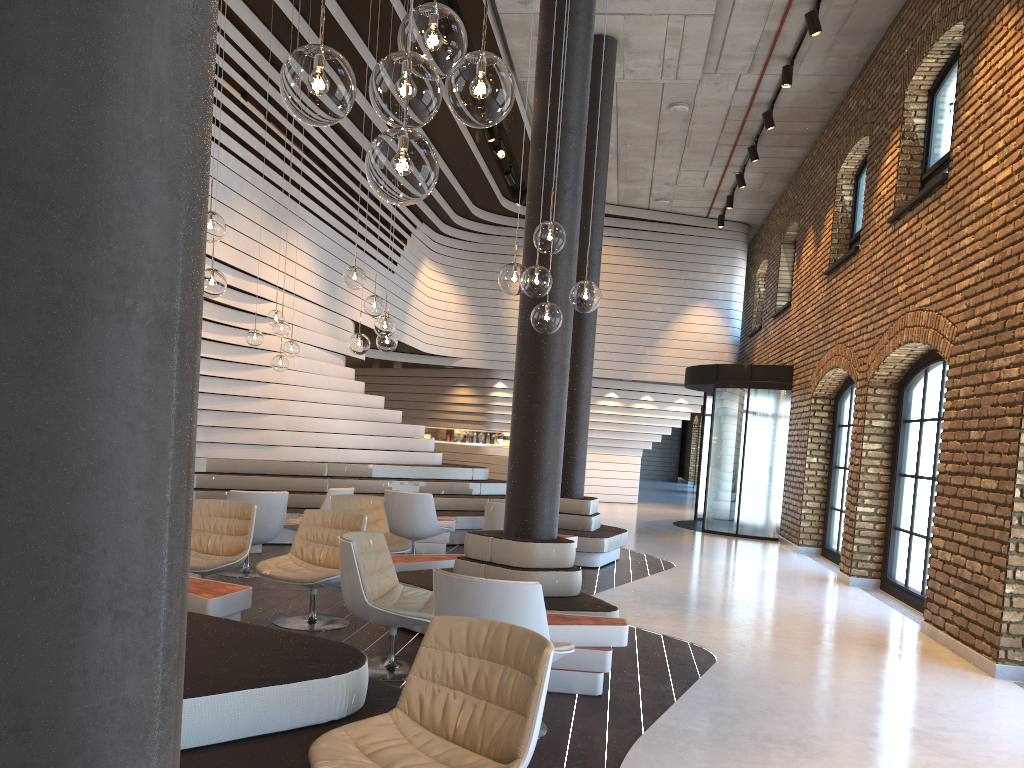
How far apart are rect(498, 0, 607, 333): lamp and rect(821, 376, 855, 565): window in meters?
8.0

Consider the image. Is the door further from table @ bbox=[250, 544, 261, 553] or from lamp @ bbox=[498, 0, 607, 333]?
lamp @ bbox=[498, 0, 607, 333]

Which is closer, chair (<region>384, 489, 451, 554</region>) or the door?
chair (<region>384, 489, 451, 554</region>)

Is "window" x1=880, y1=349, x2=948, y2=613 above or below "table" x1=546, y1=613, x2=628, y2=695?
above

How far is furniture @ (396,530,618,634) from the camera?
5.57m

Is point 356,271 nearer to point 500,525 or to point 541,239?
point 541,239

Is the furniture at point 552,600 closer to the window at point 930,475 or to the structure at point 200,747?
the structure at point 200,747

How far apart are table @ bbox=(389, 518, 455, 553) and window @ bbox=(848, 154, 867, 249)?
6.5m

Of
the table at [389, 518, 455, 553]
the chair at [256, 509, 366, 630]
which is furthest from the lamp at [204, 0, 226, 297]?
the table at [389, 518, 455, 553]

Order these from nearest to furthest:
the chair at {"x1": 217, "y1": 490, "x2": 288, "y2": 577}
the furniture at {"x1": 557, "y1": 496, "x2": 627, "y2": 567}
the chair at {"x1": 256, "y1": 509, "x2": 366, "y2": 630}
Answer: the chair at {"x1": 256, "y1": 509, "x2": 366, "y2": 630}
the chair at {"x1": 217, "y1": 490, "x2": 288, "y2": 577}
the furniture at {"x1": 557, "y1": 496, "x2": 627, "y2": 567}
